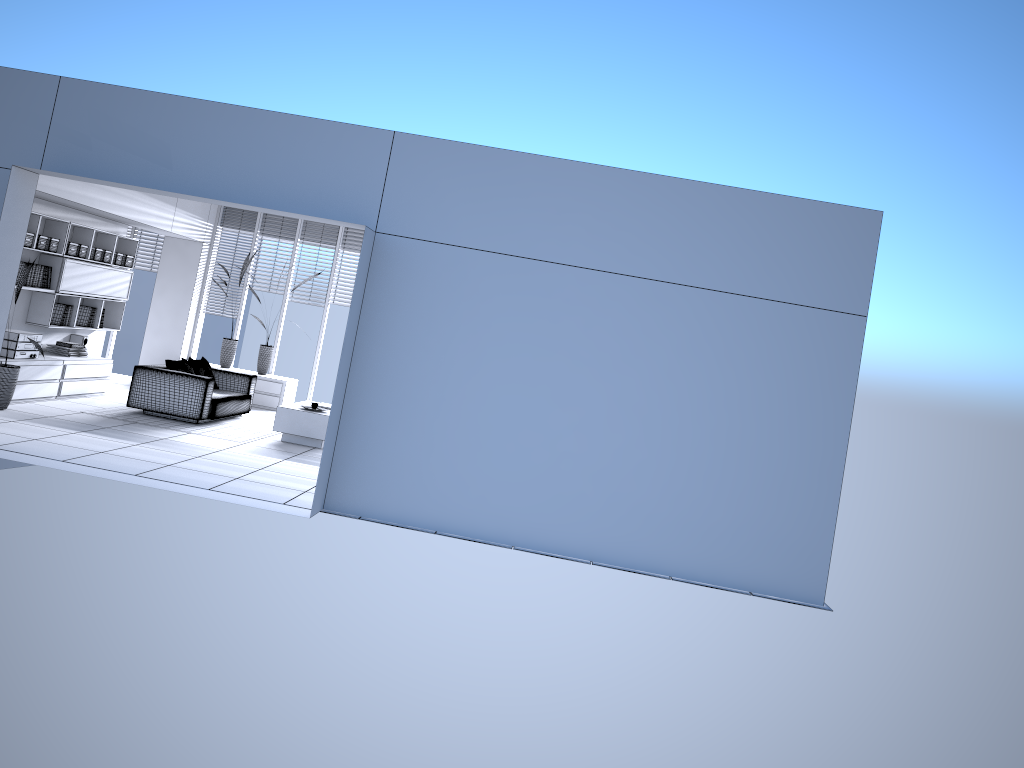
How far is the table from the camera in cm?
996

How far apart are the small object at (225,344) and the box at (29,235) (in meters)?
3.72

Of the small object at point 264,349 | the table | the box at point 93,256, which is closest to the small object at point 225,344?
the small object at point 264,349

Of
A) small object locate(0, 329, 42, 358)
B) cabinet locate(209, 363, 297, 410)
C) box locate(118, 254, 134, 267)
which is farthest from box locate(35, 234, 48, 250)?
cabinet locate(209, 363, 297, 410)

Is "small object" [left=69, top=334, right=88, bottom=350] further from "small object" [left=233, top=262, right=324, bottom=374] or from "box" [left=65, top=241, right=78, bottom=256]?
"small object" [left=233, top=262, right=324, bottom=374]

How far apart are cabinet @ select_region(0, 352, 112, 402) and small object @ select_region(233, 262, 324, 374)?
2.3 meters

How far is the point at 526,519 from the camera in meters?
7.0

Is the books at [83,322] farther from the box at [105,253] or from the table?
the table

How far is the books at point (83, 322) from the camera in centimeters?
1108cm

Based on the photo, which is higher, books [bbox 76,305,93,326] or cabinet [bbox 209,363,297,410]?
books [bbox 76,305,93,326]
